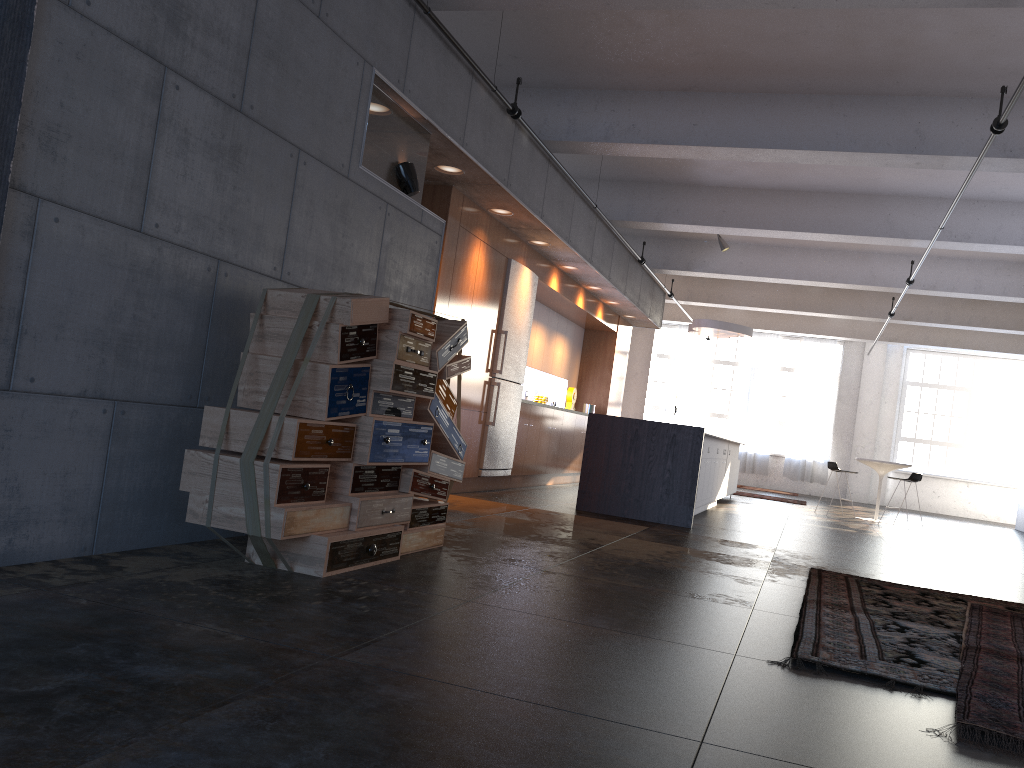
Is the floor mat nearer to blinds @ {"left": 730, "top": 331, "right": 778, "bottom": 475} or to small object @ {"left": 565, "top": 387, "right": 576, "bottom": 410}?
small object @ {"left": 565, "top": 387, "right": 576, "bottom": 410}

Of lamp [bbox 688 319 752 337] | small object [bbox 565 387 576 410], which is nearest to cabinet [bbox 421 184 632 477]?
small object [bbox 565 387 576 410]

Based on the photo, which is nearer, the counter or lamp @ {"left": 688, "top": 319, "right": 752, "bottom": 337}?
the counter

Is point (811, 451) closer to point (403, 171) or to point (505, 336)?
point (505, 336)

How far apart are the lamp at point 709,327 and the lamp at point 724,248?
1.4 meters

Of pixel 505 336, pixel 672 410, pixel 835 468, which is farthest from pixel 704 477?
pixel 672 410

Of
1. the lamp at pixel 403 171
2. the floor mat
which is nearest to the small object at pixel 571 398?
the lamp at pixel 403 171

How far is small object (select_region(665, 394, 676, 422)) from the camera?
19.7m

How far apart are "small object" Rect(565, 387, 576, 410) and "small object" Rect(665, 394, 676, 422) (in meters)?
6.76

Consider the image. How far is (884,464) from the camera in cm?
1342
